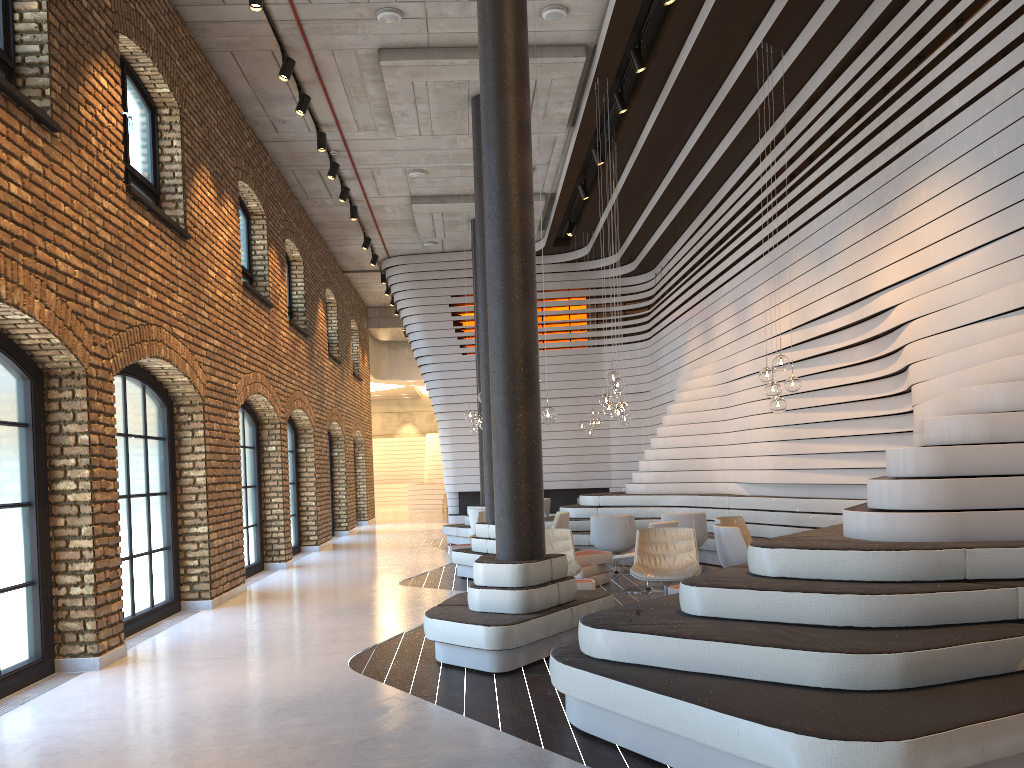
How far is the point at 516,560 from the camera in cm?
639

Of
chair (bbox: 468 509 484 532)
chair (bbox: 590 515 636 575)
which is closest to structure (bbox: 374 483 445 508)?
chair (bbox: 468 509 484 532)

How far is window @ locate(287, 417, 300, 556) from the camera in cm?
1562

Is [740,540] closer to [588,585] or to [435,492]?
[588,585]

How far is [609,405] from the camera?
10.4m

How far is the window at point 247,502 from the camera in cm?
1237

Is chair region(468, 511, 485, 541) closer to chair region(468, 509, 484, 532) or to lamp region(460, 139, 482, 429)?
chair region(468, 509, 484, 532)

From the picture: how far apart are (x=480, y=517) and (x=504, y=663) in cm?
730

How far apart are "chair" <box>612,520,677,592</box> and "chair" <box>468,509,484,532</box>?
4.94m

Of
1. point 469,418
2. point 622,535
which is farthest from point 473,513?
point 622,535
